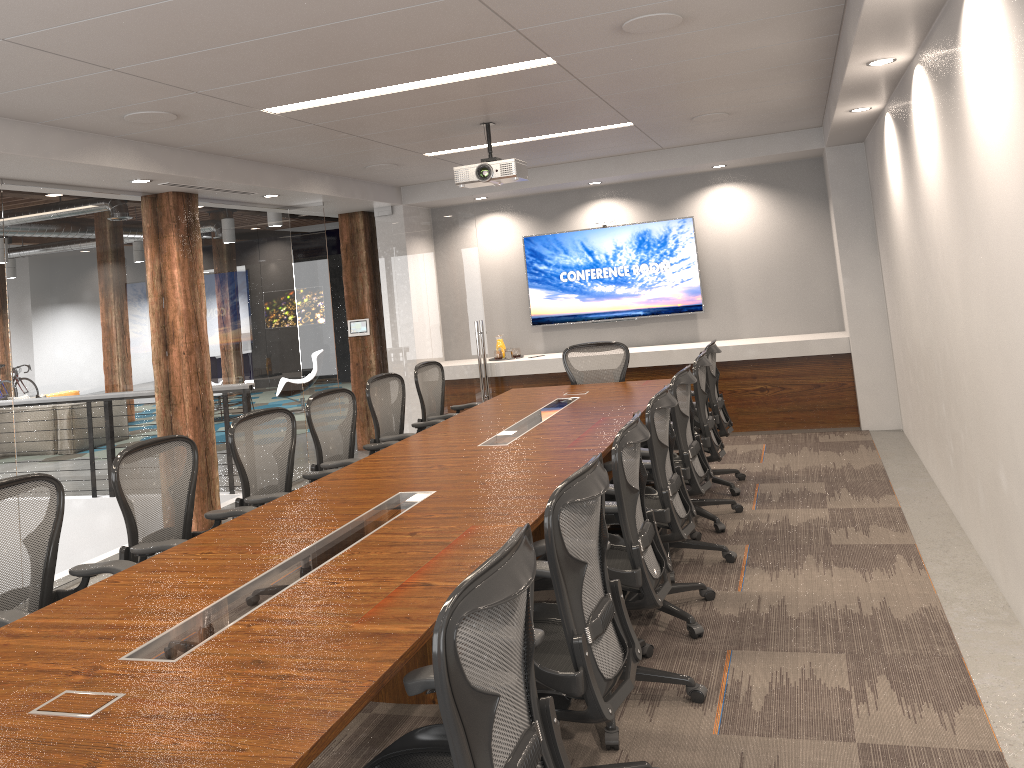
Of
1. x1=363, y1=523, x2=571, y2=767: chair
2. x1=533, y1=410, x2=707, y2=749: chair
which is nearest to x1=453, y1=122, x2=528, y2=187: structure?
x1=533, y1=410, x2=707, y2=749: chair

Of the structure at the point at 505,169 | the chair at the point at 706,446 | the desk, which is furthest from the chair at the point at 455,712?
the structure at the point at 505,169

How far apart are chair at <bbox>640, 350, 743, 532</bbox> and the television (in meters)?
3.21

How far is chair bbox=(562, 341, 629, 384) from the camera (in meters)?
7.49

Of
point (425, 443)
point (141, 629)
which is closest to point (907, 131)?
point (425, 443)

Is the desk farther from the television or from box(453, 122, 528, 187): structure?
the television

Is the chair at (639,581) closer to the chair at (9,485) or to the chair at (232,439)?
the chair at (9,485)

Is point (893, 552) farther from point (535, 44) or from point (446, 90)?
point (446, 90)

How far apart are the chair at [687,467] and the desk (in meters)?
0.23

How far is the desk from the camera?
2.0 meters
